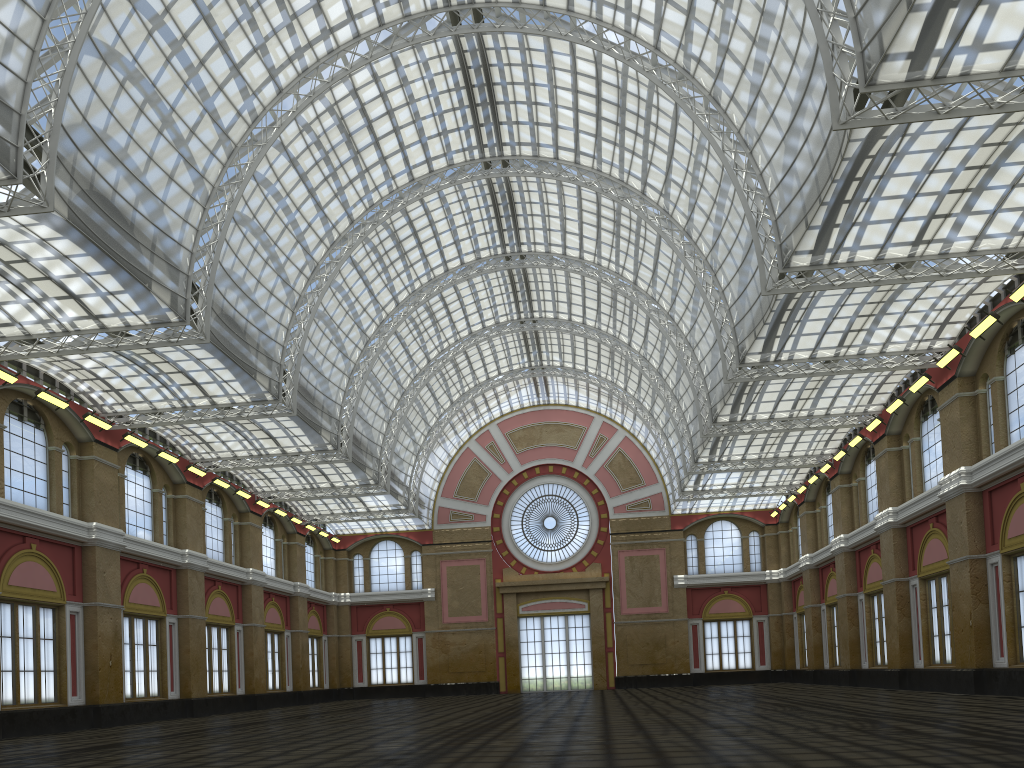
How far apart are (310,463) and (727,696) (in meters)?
26.02

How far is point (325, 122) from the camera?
48.2m

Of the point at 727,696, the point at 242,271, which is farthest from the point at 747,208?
the point at 242,271

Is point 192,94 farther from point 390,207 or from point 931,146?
point 931,146
